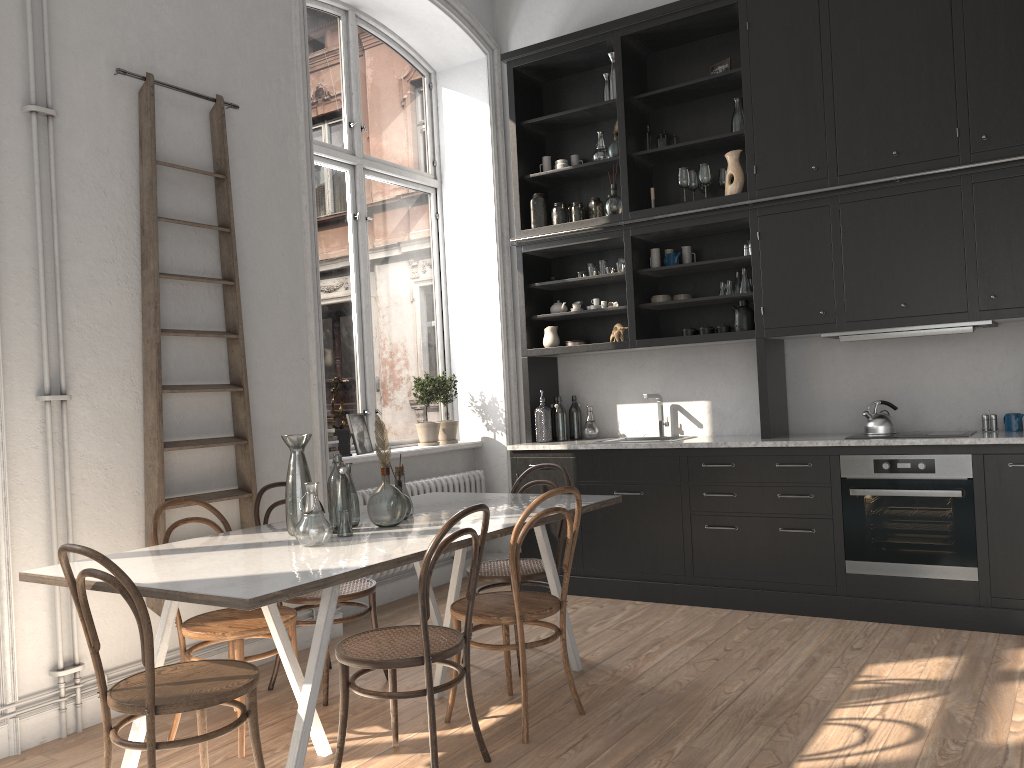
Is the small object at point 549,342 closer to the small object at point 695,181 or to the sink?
the sink

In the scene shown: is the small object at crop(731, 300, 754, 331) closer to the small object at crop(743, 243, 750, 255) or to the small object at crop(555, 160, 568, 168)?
the small object at crop(743, 243, 750, 255)

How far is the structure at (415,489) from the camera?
5.64m

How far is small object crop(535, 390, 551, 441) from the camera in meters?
5.9 m

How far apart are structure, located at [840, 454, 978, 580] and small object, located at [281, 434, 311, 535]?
2.85m

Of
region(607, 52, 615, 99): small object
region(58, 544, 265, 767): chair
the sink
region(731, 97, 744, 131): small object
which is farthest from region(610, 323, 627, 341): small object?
region(58, 544, 265, 767): chair

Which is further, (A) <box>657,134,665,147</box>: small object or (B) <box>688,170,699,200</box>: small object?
(A) <box>657,134,665,147</box>: small object

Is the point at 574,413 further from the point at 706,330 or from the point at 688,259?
the point at 688,259

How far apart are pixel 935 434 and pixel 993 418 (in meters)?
0.38

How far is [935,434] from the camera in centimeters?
461cm
